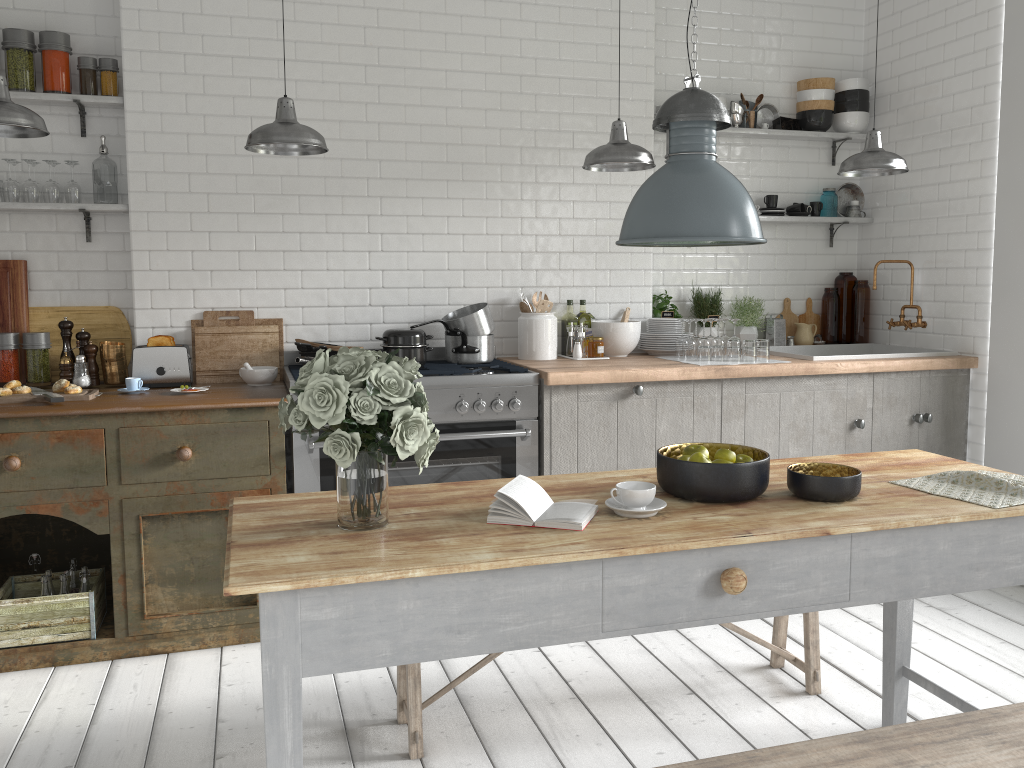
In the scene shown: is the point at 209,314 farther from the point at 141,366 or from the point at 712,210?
the point at 712,210

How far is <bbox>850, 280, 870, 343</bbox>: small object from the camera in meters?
6.4

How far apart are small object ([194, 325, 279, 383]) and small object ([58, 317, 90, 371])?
0.59m

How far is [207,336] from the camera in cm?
512

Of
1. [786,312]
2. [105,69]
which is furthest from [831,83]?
[105,69]

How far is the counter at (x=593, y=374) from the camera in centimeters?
484cm

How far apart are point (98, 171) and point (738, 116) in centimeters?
406cm

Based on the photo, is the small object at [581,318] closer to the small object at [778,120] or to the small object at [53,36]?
the small object at [778,120]

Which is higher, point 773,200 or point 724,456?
point 773,200

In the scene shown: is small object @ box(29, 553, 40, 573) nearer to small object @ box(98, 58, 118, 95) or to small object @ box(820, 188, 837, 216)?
small object @ box(98, 58, 118, 95)
